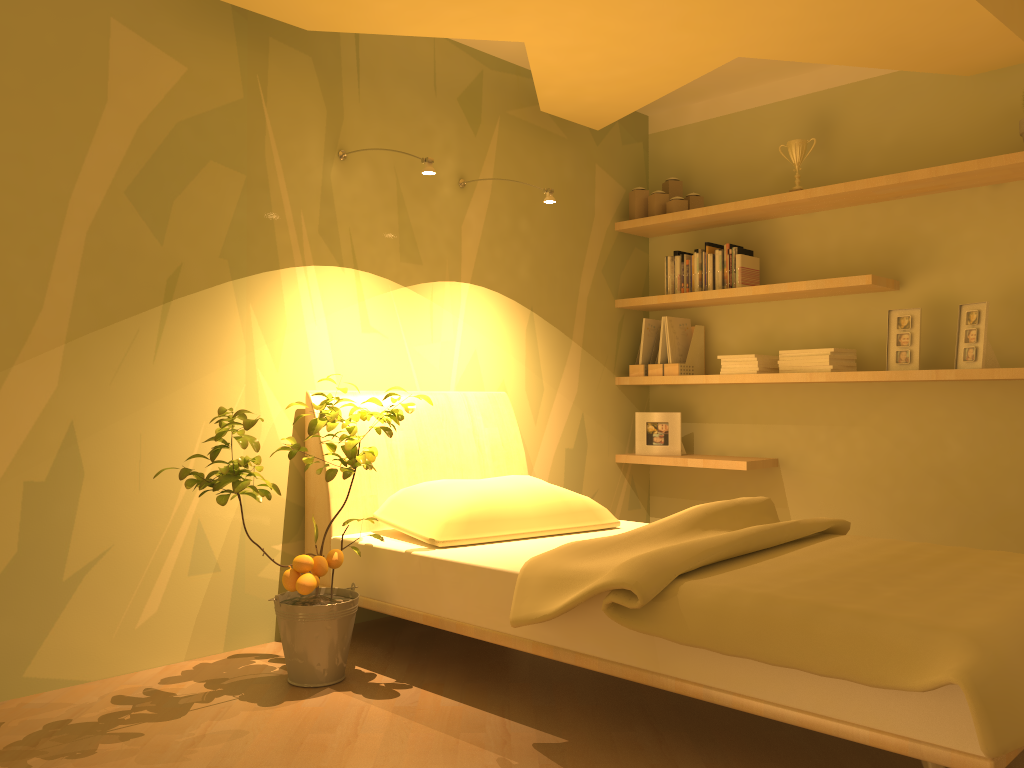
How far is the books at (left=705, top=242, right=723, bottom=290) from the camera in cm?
429

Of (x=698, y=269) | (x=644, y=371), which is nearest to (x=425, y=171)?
(x=698, y=269)

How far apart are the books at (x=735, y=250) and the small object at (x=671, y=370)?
0.5m

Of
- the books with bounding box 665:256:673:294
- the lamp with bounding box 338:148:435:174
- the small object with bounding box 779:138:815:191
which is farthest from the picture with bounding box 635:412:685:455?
the lamp with bounding box 338:148:435:174

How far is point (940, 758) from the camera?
1.7 meters

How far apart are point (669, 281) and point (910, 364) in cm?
123

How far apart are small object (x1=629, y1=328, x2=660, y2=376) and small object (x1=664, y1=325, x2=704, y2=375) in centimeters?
15cm

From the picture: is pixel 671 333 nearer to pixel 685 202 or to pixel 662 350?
pixel 662 350

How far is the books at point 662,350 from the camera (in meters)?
4.44

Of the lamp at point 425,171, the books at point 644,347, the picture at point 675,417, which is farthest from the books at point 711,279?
the lamp at point 425,171
